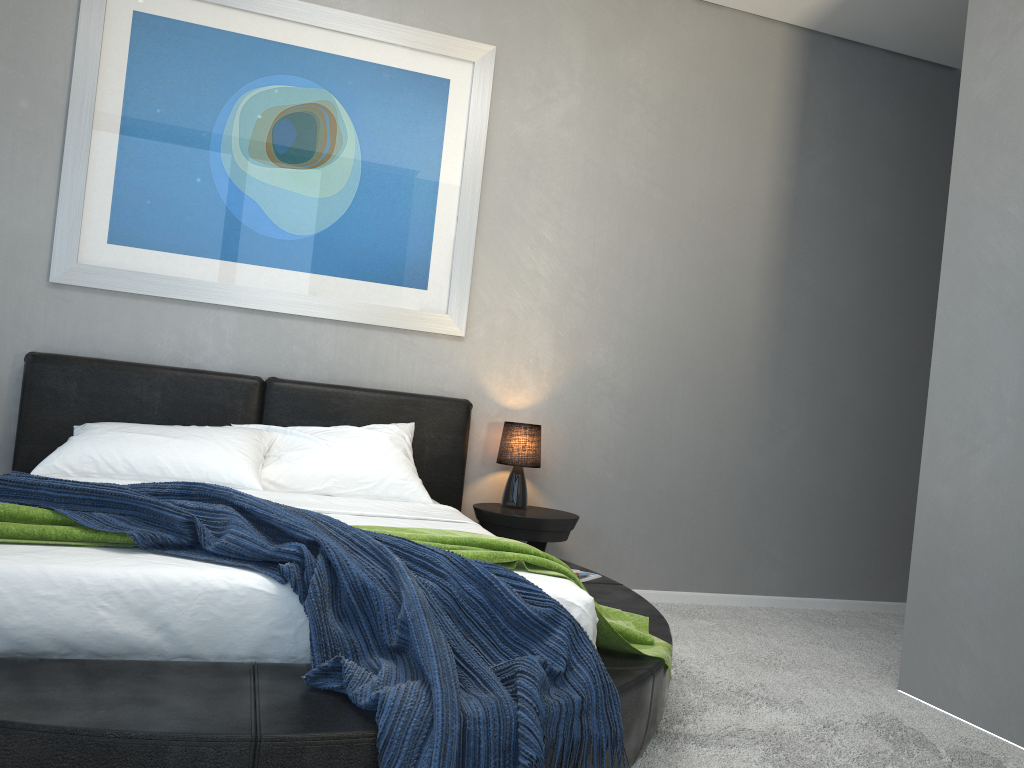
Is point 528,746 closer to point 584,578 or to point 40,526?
point 40,526

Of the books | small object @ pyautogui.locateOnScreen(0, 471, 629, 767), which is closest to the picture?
the books

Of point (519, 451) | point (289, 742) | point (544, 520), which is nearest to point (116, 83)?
point (519, 451)

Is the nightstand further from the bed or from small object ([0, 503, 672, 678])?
small object ([0, 503, 672, 678])

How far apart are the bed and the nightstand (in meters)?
0.14

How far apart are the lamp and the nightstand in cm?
3

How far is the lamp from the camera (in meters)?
4.09

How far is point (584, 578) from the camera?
3.4m

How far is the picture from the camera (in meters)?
3.78

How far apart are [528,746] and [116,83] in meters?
3.4
